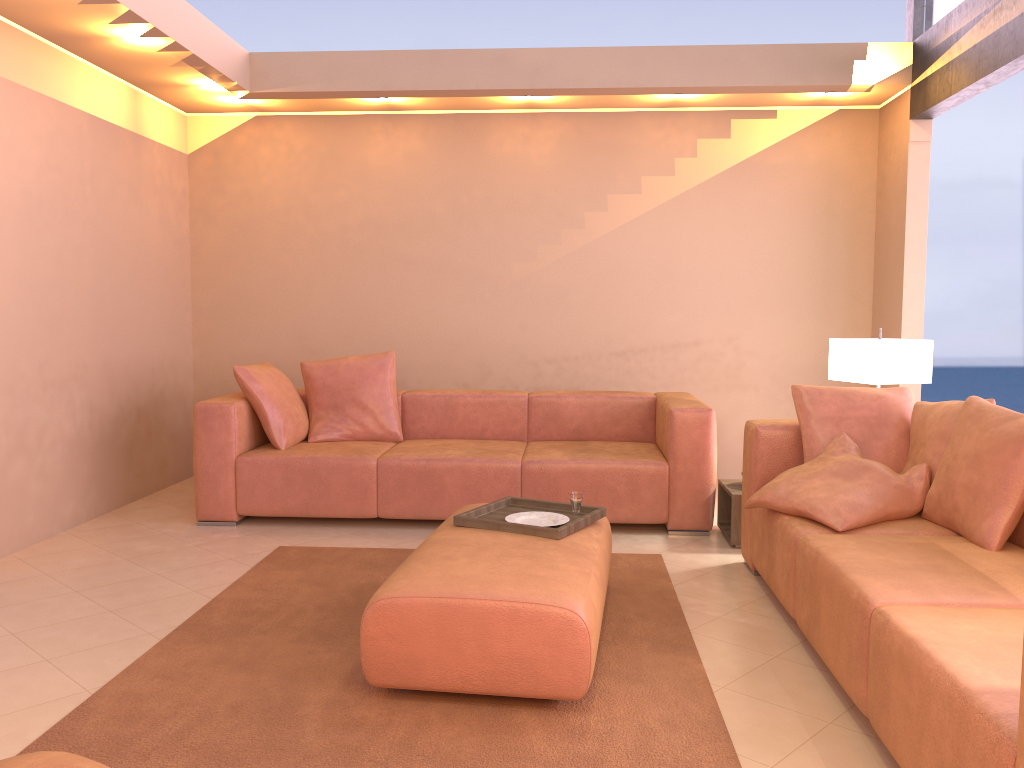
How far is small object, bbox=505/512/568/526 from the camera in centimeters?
331cm

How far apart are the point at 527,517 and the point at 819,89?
3.47m

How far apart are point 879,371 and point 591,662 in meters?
2.5

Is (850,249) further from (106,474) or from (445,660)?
(106,474)

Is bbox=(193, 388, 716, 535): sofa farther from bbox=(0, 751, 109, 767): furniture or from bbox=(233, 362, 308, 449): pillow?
bbox=(0, 751, 109, 767): furniture

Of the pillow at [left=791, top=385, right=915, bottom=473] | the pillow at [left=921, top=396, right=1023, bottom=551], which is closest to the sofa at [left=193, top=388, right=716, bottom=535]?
the pillow at [left=791, top=385, right=915, bottom=473]

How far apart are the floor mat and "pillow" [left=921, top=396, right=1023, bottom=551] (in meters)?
0.95

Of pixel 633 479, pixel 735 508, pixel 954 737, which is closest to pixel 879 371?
pixel 735 508

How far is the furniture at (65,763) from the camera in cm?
188

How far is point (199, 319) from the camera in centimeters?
610cm
